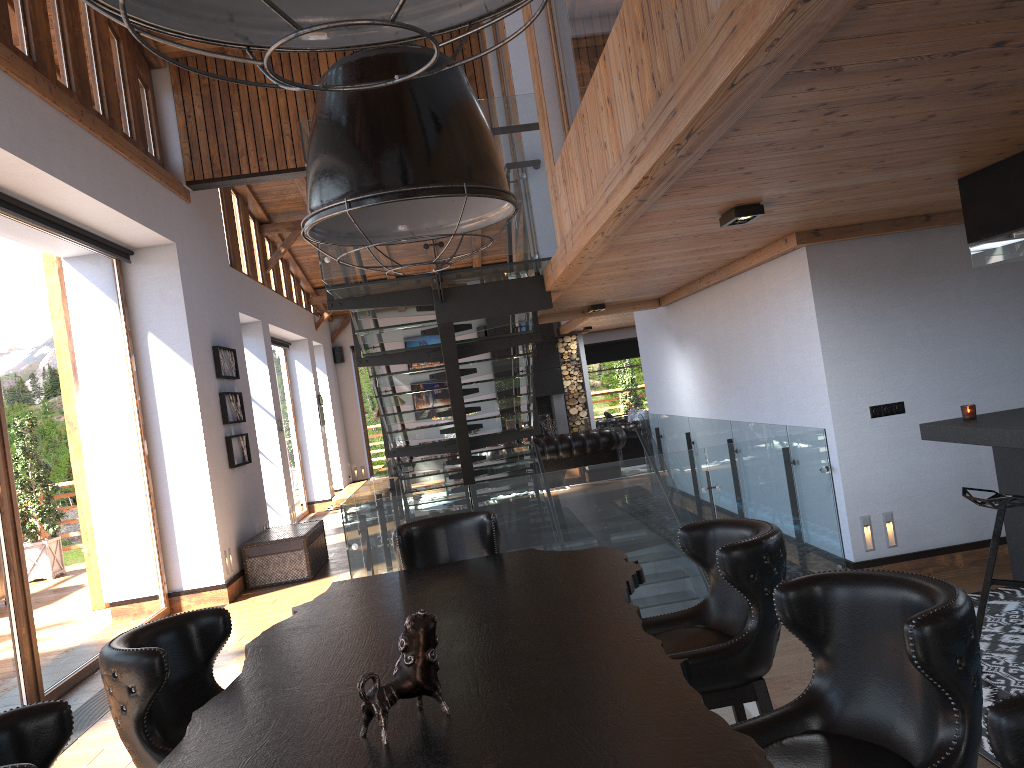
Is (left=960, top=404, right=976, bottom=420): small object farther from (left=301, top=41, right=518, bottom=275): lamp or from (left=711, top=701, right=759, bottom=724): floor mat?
(left=301, top=41, right=518, bottom=275): lamp

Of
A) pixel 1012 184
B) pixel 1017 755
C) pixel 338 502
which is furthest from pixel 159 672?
pixel 338 502

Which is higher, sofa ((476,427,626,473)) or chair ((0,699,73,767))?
chair ((0,699,73,767))

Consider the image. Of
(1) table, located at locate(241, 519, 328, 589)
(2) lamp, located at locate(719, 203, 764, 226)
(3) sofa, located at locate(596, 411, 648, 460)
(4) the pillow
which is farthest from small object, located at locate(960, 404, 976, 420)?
(4) the pillow

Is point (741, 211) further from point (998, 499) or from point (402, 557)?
point (402, 557)

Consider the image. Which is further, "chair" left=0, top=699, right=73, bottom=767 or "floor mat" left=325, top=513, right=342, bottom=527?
"floor mat" left=325, top=513, right=342, bottom=527

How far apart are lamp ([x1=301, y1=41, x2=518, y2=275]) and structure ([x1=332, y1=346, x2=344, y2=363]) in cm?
1645

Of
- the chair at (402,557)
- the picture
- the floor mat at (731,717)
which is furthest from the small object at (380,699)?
the picture

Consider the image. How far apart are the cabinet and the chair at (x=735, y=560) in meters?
2.0

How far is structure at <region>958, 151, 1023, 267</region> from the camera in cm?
410
